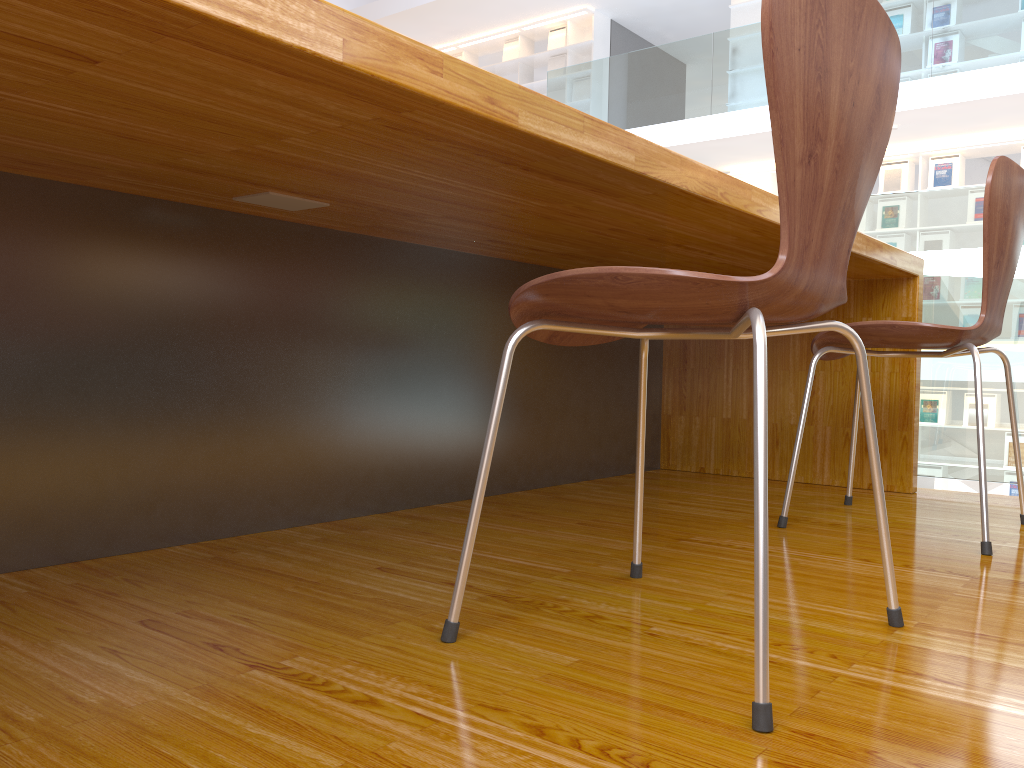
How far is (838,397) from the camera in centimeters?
238cm

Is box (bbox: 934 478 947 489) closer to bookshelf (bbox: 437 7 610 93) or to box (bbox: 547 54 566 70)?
bookshelf (bbox: 437 7 610 93)

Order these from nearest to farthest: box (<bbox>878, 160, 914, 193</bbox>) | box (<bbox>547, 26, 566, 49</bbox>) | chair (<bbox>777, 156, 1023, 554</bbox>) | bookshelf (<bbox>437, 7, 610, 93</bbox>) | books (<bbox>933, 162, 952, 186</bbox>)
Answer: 1. chair (<bbox>777, 156, 1023, 554</bbox>)
2. books (<bbox>933, 162, 952, 186</bbox>)
3. box (<bbox>878, 160, 914, 193</bbox>)
4. bookshelf (<bbox>437, 7, 610, 93</bbox>)
5. box (<bbox>547, 26, 566, 49</bbox>)

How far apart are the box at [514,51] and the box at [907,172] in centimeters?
472cm

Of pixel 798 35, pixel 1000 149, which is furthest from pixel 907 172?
pixel 798 35

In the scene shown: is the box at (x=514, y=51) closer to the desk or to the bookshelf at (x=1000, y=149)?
the bookshelf at (x=1000, y=149)

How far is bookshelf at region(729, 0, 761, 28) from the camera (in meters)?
8.80

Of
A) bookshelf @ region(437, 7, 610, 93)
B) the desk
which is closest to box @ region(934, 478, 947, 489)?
bookshelf @ region(437, 7, 610, 93)

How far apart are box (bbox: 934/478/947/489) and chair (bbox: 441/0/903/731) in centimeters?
742cm

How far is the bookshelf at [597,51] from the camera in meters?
10.0
